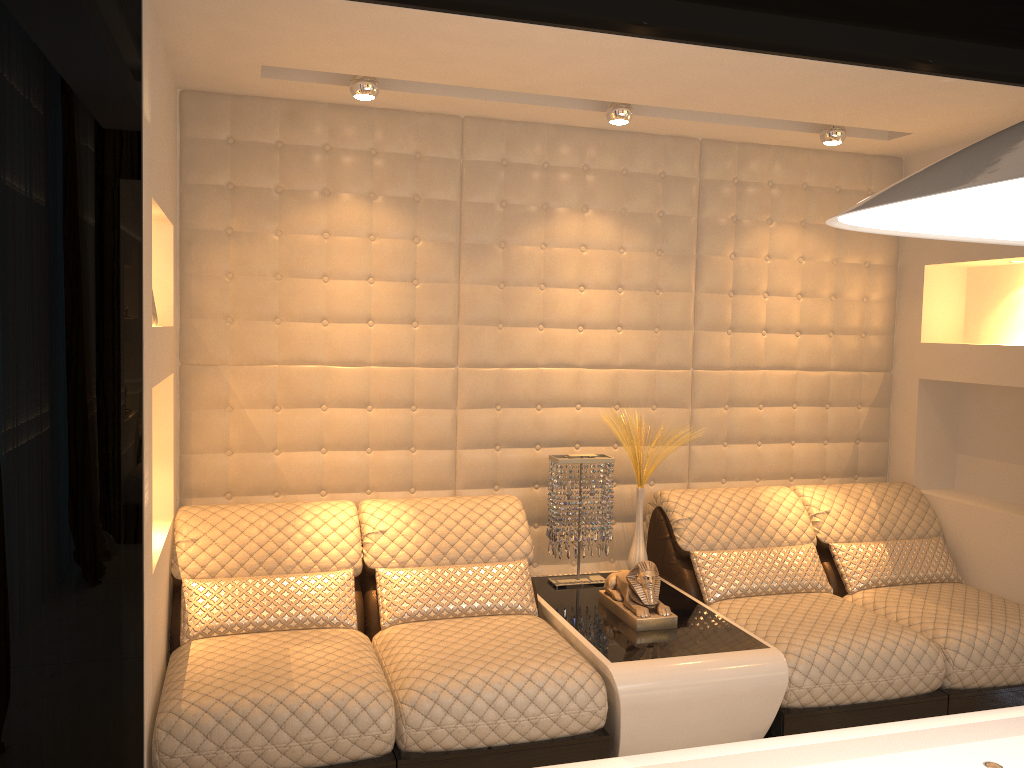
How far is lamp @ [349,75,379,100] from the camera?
3.1 meters

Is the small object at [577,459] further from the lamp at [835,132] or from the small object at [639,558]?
the lamp at [835,132]

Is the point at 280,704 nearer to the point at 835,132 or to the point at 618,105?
the point at 618,105

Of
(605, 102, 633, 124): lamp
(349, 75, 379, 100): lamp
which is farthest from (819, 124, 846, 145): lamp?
(349, 75, 379, 100): lamp

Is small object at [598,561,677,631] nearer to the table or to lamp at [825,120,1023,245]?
the table

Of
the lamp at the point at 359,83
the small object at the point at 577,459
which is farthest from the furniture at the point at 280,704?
the lamp at the point at 359,83

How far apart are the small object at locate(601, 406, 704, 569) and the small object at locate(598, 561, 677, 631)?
Answer: 0.3 meters

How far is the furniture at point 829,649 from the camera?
2.95m

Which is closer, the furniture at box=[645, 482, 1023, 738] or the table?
the table

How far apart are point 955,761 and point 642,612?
1.7m
